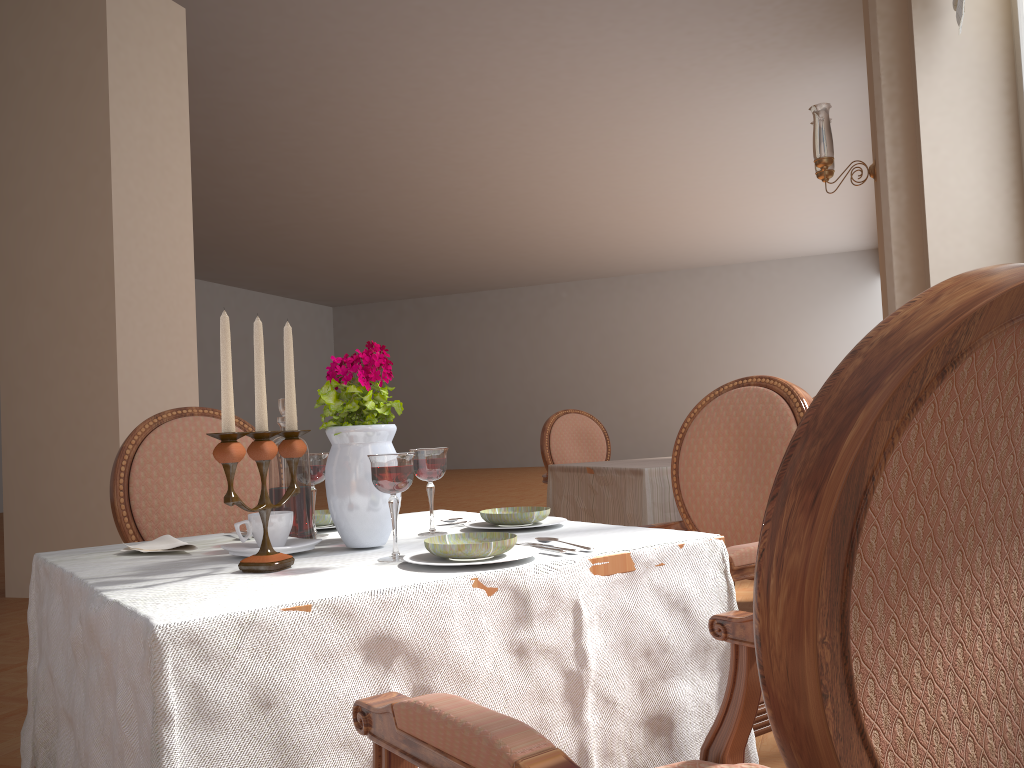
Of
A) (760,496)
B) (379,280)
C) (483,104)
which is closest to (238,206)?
(483,104)

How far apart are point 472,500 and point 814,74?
6.0 meters

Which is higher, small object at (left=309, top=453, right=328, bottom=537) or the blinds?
the blinds

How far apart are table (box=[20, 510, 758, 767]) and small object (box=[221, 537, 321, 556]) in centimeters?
1cm

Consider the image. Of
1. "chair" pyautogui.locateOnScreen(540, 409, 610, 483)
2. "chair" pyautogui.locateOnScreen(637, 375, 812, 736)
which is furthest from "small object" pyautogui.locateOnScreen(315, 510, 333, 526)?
"chair" pyautogui.locateOnScreen(540, 409, 610, 483)

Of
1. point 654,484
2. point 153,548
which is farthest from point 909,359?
point 654,484

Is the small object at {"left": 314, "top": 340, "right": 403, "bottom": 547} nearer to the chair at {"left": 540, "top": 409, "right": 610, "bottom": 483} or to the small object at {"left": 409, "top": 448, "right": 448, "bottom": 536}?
the small object at {"left": 409, "top": 448, "right": 448, "bottom": 536}

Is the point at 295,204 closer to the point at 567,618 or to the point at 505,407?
the point at 505,407

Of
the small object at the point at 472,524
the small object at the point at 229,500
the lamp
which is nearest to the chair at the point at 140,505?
the small object at the point at 472,524

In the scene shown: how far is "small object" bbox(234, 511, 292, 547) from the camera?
1.2m
